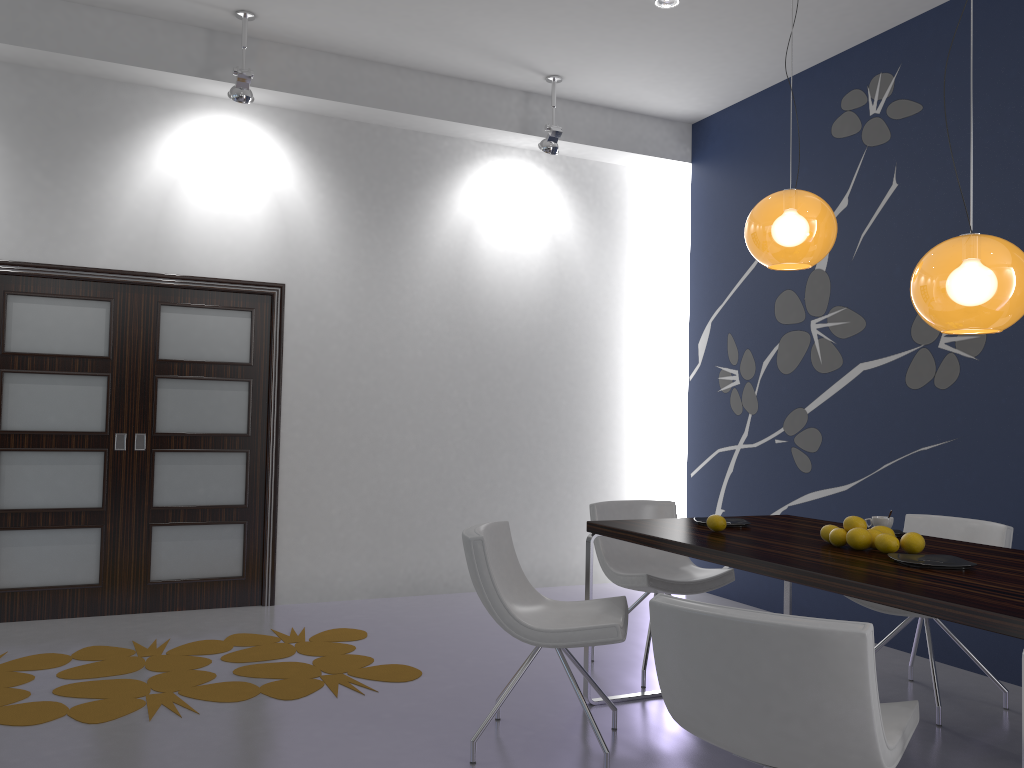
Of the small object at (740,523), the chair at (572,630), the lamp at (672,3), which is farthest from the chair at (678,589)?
the lamp at (672,3)

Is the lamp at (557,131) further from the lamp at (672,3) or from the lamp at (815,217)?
the lamp at (815,217)

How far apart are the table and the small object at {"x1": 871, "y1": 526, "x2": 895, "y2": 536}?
0.13m

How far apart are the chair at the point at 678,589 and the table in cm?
28

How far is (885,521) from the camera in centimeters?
355cm

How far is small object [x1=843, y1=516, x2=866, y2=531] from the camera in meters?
3.2 m

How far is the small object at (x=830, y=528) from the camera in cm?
327

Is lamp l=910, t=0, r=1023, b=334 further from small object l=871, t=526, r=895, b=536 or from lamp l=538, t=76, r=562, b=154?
lamp l=538, t=76, r=562, b=154

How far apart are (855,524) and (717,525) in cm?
56

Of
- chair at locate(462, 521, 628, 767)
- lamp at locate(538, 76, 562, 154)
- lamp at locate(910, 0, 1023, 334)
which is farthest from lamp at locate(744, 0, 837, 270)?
lamp at locate(538, 76, 562, 154)
